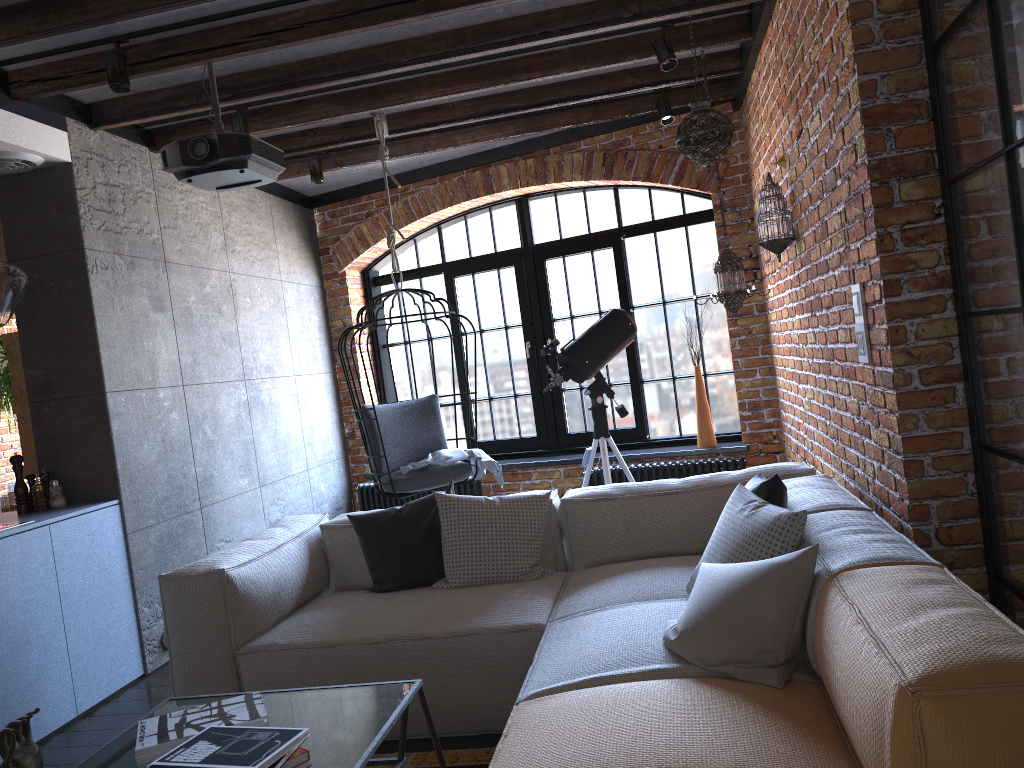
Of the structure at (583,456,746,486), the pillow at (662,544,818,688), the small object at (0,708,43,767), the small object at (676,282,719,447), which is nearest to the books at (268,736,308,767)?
the small object at (0,708,43,767)

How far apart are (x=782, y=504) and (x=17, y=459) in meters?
3.3 m

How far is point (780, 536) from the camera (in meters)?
2.48

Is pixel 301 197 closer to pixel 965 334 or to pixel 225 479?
pixel 225 479

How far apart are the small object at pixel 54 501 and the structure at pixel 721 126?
3.3m

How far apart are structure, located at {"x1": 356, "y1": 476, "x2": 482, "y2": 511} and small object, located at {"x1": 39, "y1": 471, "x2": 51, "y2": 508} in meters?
2.8

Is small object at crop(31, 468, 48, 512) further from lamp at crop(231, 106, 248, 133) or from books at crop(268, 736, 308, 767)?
books at crop(268, 736, 308, 767)

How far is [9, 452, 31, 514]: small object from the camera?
4.02m

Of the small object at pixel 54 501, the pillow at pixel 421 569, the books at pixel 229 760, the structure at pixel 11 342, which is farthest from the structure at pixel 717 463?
the books at pixel 229 760

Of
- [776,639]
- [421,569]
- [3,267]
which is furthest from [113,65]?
[776,639]
